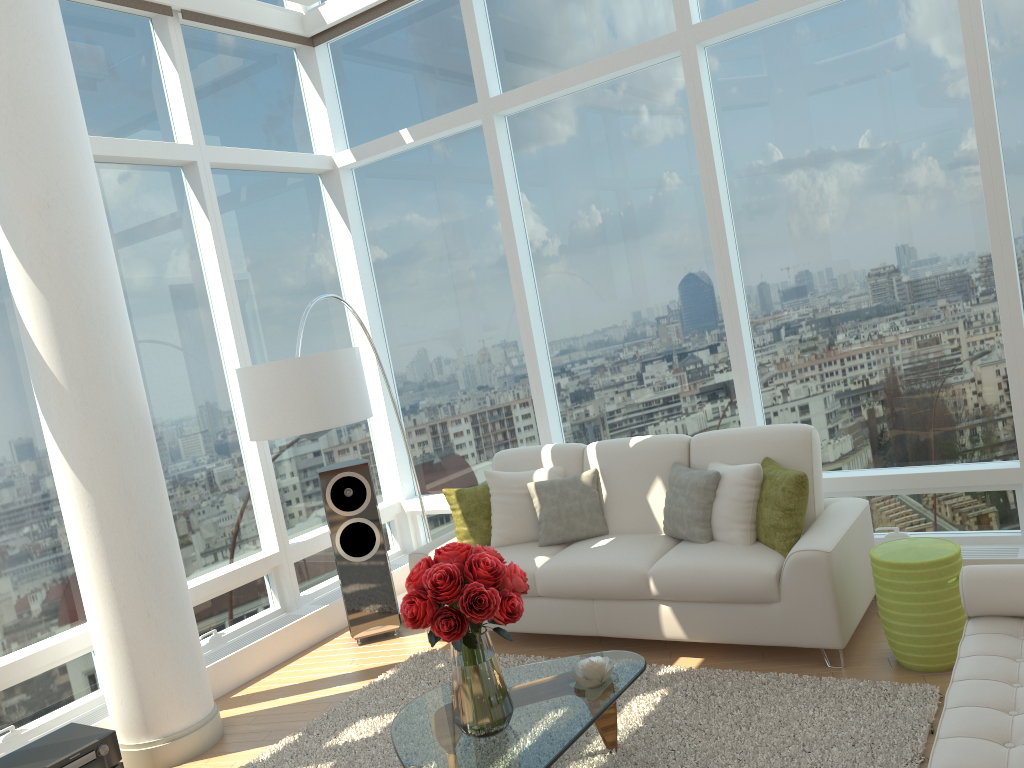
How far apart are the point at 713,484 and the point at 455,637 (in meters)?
2.13

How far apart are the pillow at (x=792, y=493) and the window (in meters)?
0.68

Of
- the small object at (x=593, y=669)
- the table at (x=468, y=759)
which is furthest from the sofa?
the small object at (x=593, y=669)

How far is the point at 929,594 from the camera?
3.9m

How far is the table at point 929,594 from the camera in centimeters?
386cm

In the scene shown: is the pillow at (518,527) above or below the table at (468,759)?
above

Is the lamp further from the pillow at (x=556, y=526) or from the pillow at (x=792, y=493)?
the pillow at (x=792, y=493)

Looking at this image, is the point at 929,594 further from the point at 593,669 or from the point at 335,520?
the point at 335,520

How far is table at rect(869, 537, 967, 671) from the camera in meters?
3.9 m

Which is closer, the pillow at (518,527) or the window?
the window
